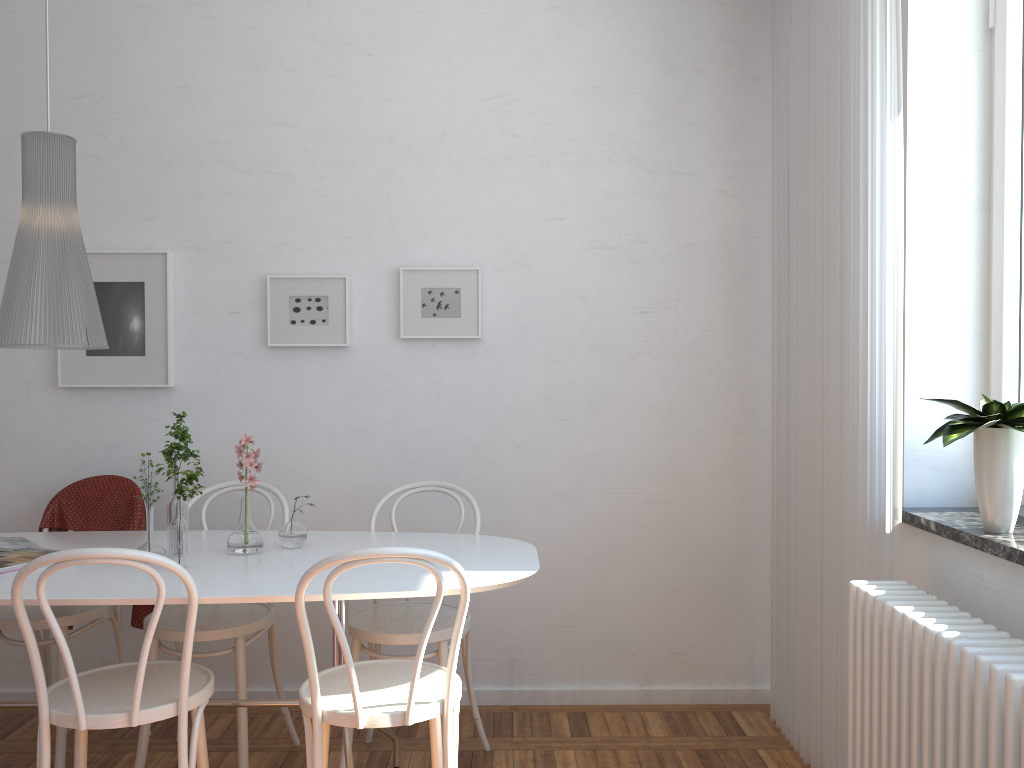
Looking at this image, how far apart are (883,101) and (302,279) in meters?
2.1

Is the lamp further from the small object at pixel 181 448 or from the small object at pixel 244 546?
the small object at pixel 244 546

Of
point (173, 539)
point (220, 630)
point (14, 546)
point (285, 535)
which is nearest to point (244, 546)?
point (285, 535)

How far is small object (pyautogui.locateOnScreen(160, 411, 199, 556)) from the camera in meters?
2.5 m

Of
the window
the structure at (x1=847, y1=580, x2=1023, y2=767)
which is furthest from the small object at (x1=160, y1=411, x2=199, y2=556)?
the window

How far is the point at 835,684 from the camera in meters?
2.7

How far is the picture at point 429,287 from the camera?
3.43m

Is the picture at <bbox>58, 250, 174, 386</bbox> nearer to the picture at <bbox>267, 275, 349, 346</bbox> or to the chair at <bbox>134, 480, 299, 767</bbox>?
the picture at <bbox>267, 275, 349, 346</bbox>

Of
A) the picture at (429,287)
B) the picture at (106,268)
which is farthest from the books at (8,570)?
the picture at (429,287)

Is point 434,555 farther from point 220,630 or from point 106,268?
point 106,268
